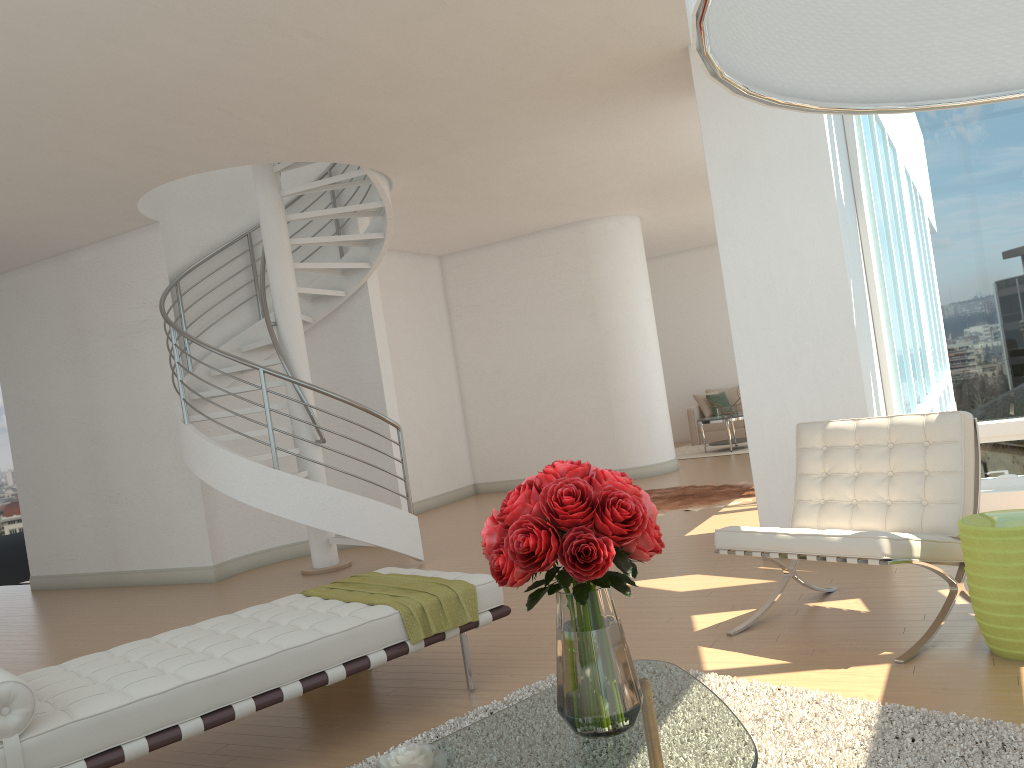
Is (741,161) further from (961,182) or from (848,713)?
(848,713)

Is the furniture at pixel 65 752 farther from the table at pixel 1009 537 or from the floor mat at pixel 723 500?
the floor mat at pixel 723 500

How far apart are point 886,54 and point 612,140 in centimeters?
732cm

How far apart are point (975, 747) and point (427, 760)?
1.72m

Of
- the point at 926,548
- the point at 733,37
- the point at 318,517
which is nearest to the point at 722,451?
the point at 318,517

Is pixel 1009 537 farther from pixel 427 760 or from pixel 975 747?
pixel 427 760

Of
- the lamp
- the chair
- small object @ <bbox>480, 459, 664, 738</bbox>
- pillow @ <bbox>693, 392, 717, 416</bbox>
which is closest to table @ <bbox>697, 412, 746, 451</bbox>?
pillow @ <bbox>693, 392, 717, 416</bbox>

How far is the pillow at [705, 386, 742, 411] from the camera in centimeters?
1516cm

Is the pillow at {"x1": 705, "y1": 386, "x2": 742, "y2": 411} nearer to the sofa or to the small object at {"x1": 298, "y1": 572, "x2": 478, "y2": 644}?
the sofa

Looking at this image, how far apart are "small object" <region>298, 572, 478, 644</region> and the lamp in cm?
332
